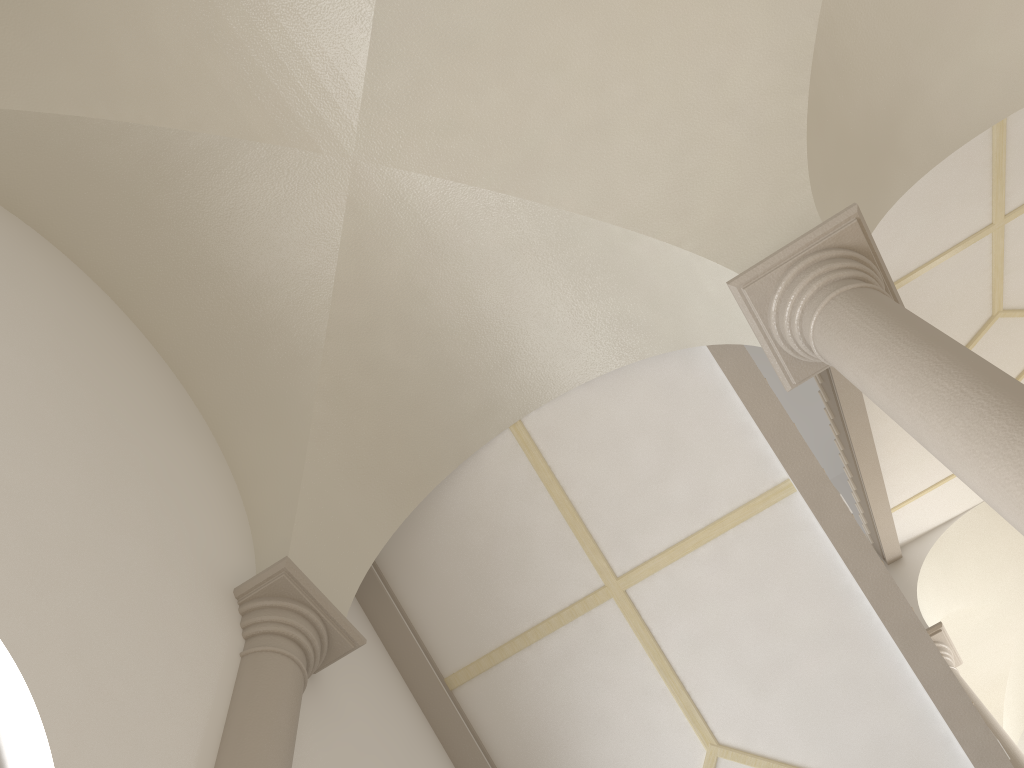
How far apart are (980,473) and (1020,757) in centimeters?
706cm

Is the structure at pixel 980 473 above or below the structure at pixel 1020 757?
below

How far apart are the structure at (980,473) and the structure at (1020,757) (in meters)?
6.03

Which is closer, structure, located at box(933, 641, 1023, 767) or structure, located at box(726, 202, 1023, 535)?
structure, located at box(726, 202, 1023, 535)

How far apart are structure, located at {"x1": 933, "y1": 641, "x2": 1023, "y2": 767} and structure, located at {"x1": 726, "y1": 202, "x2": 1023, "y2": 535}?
6.0 meters

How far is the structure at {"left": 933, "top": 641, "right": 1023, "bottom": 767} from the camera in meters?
8.2

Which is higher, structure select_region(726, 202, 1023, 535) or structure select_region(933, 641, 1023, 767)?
structure select_region(933, 641, 1023, 767)

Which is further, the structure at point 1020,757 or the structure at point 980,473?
the structure at point 1020,757

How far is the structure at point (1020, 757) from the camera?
8.23m
